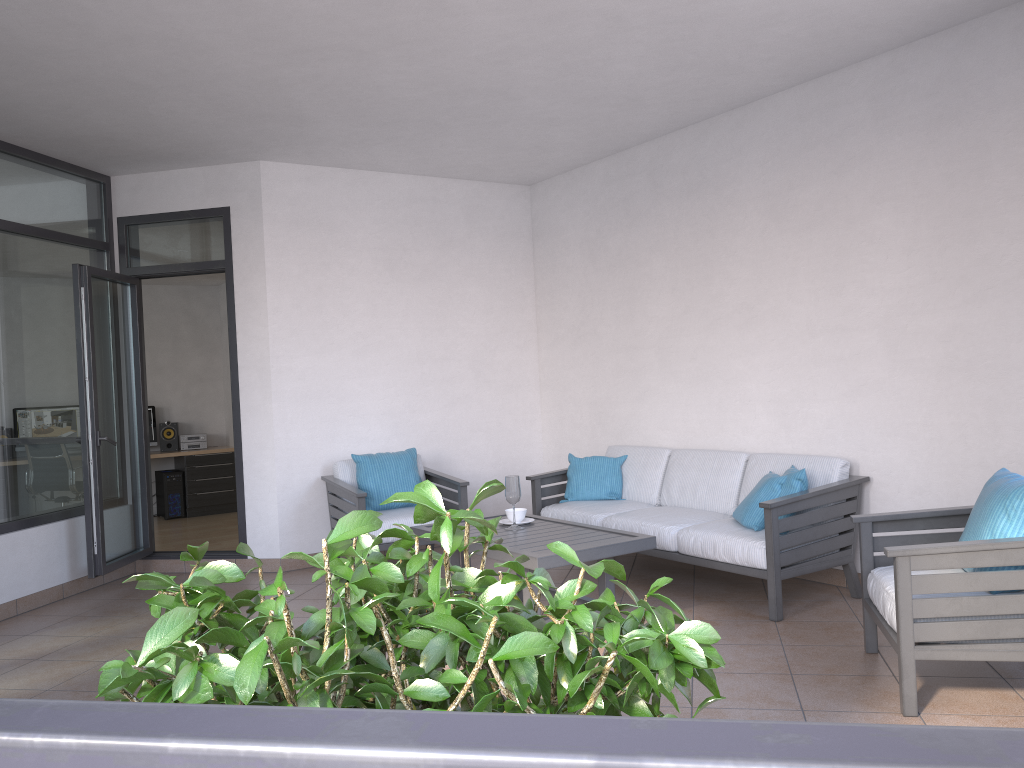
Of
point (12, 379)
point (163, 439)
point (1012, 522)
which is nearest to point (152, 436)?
point (163, 439)

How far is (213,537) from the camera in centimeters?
855cm

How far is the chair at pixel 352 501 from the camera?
5.80m

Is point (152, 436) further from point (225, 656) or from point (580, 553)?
point (225, 656)

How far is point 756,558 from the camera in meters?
4.5 m

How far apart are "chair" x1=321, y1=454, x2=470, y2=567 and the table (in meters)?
0.85

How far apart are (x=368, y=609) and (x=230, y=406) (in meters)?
10.31

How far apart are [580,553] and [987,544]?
1.7m

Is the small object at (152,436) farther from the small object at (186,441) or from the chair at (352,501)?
the chair at (352,501)

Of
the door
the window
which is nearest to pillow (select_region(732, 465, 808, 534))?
the door
